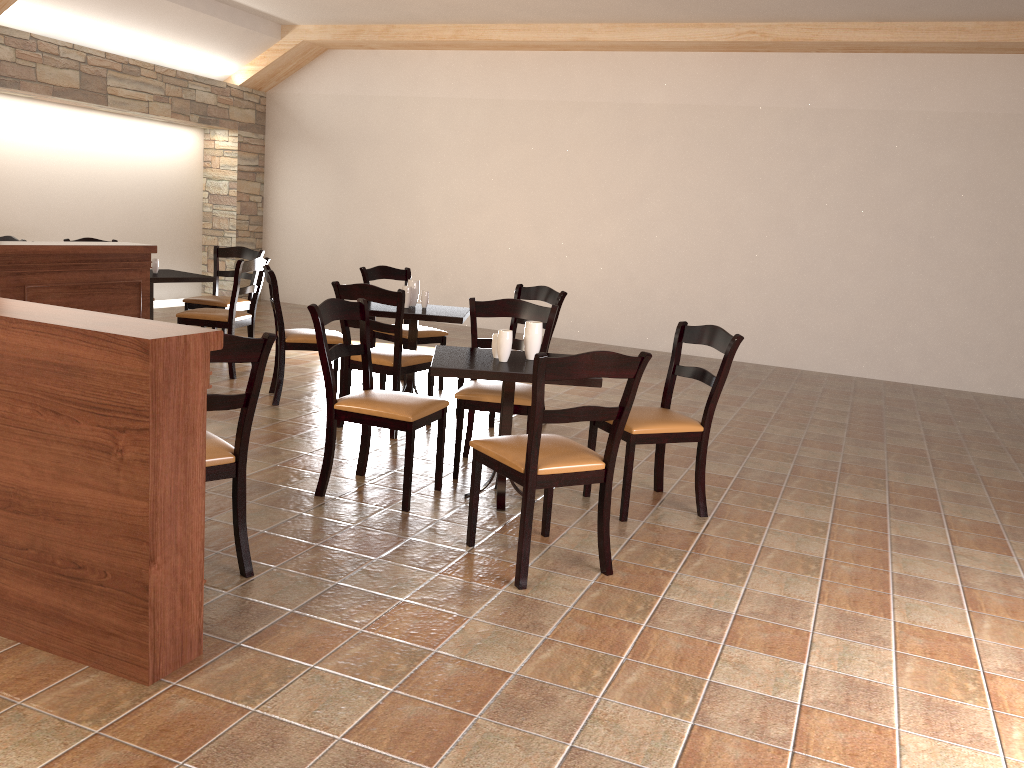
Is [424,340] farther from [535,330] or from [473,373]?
[473,373]

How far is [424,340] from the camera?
6.2 meters

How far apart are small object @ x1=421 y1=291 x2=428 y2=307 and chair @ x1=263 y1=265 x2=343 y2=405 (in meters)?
0.59

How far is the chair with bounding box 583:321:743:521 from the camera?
3.8m

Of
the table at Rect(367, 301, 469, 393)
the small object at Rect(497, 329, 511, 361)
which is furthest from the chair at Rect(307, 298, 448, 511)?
the table at Rect(367, 301, 469, 393)

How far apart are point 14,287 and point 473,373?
2.9 meters

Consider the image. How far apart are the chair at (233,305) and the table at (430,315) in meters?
1.1

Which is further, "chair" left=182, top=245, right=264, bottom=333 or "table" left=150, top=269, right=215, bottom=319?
"chair" left=182, top=245, right=264, bottom=333

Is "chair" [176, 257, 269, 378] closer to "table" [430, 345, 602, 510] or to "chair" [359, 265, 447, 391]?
"chair" [359, 265, 447, 391]

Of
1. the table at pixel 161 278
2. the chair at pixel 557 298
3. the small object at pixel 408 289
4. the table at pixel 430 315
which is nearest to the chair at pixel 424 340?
the table at pixel 430 315
